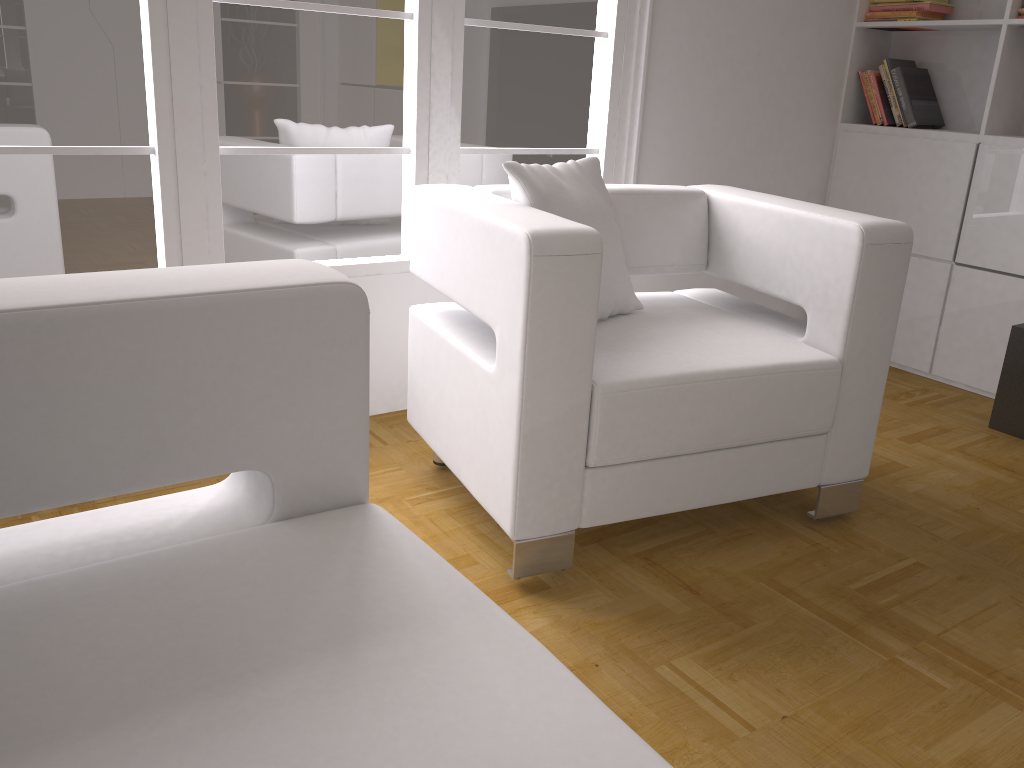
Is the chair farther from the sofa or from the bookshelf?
the bookshelf

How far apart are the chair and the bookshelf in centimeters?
137cm

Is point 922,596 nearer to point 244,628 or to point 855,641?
point 855,641

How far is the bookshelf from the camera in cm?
345

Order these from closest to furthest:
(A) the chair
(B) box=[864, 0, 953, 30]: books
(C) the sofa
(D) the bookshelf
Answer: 1. (C) the sofa
2. (A) the chair
3. (D) the bookshelf
4. (B) box=[864, 0, 953, 30]: books

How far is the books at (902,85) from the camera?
3.8 meters

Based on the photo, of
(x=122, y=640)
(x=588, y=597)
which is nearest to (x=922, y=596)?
(x=588, y=597)

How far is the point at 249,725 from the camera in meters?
0.9

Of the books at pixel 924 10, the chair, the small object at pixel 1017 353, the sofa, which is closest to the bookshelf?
the books at pixel 924 10

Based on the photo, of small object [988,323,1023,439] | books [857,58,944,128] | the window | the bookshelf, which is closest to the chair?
the window
